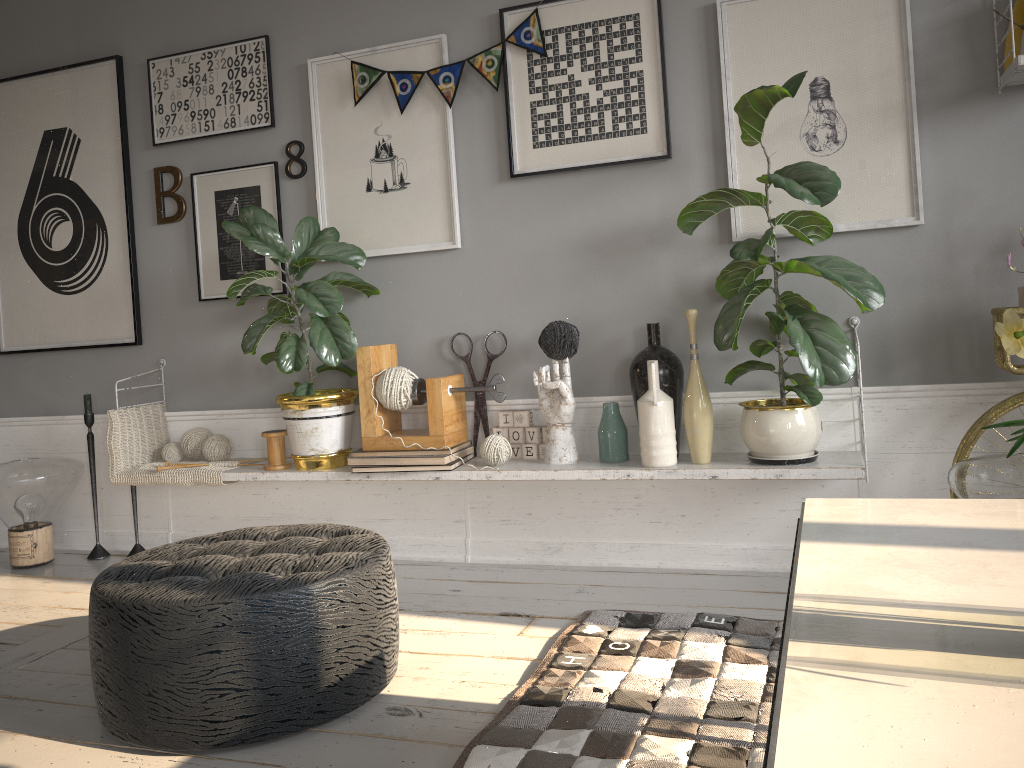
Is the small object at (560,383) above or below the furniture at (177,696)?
above

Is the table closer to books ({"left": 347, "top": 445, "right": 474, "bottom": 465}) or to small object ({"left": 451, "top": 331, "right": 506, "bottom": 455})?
books ({"left": 347, "top": 445, "right": 474, "bottom": 465})

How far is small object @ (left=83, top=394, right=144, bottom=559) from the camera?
3.7m

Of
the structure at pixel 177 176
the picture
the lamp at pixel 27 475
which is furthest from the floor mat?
the lamp at pixel 27 475

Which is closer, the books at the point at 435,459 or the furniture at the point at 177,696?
the furniture at the point at 177,696

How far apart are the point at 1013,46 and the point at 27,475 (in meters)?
3.72

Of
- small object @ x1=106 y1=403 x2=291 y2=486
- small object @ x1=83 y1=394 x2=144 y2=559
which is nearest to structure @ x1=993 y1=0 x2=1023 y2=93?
small object @ x1=106 y1=403 x2=291 y2=486

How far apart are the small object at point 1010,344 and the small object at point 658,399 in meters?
1.8 m

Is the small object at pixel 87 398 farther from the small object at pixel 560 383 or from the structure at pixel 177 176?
the small object at pixel 560 383

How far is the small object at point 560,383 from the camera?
2.93m
